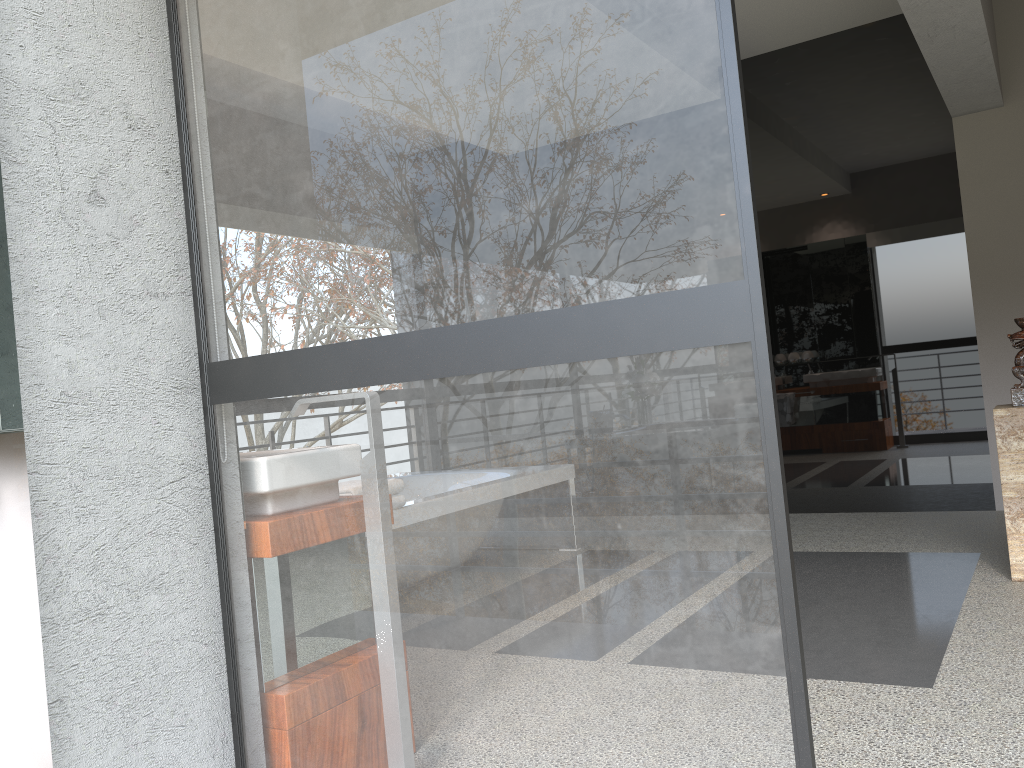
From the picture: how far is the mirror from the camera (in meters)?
2.22

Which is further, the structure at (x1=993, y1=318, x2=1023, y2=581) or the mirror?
the structure at (x1=993, y1=318, x2=1023, y2=581)

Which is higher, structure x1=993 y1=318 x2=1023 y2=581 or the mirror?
the mirror

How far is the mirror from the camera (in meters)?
2.22

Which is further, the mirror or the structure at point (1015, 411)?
the structure at point (1015, 411)

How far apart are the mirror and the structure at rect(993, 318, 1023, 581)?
3.47m

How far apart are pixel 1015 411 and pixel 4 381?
3.55m

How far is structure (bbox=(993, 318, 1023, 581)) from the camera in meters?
3.5

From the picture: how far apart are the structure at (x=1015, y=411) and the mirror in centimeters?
347cm

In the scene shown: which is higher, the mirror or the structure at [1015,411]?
the mirror
